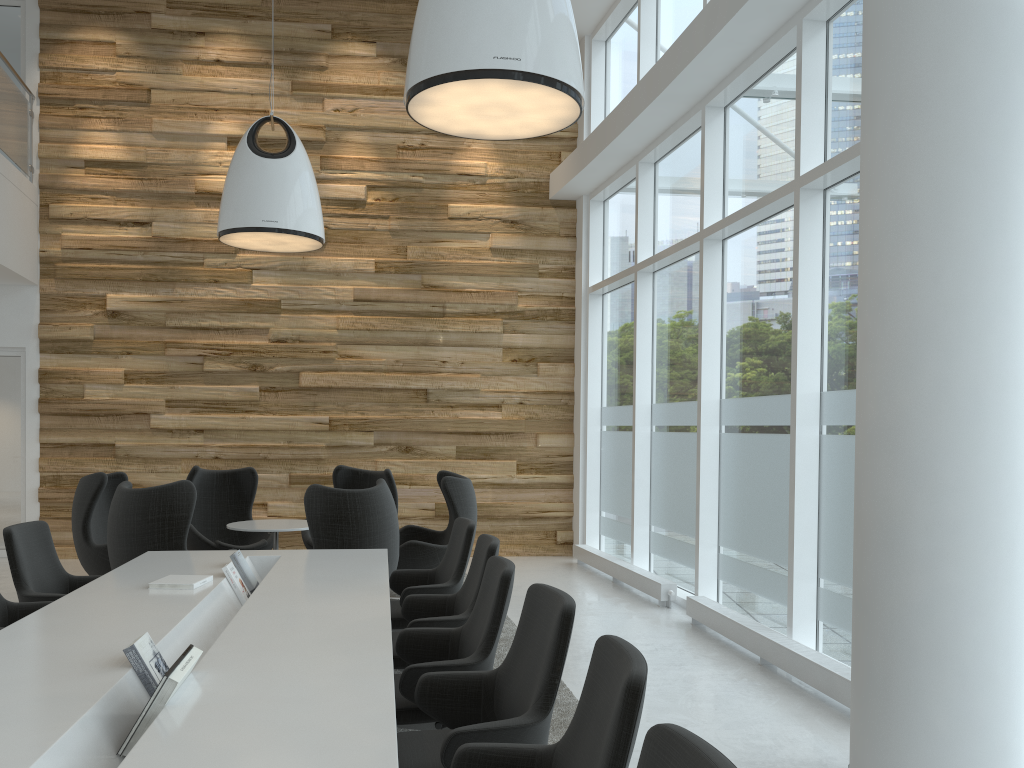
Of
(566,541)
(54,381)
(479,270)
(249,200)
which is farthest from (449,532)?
(54,381)

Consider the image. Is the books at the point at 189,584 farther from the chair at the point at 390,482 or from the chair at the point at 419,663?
the chair at the point at 390,482

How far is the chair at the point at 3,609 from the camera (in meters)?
4.43

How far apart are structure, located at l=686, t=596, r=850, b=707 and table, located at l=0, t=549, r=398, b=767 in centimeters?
250cm

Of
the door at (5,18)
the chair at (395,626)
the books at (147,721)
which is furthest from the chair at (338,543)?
the door at (5,18)

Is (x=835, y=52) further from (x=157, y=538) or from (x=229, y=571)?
(x=157, y=538)

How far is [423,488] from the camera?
10.5 meters

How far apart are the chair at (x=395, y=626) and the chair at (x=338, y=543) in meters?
0.6 m

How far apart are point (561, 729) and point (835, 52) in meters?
4.5 m

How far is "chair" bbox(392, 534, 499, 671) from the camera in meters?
4.3 m
